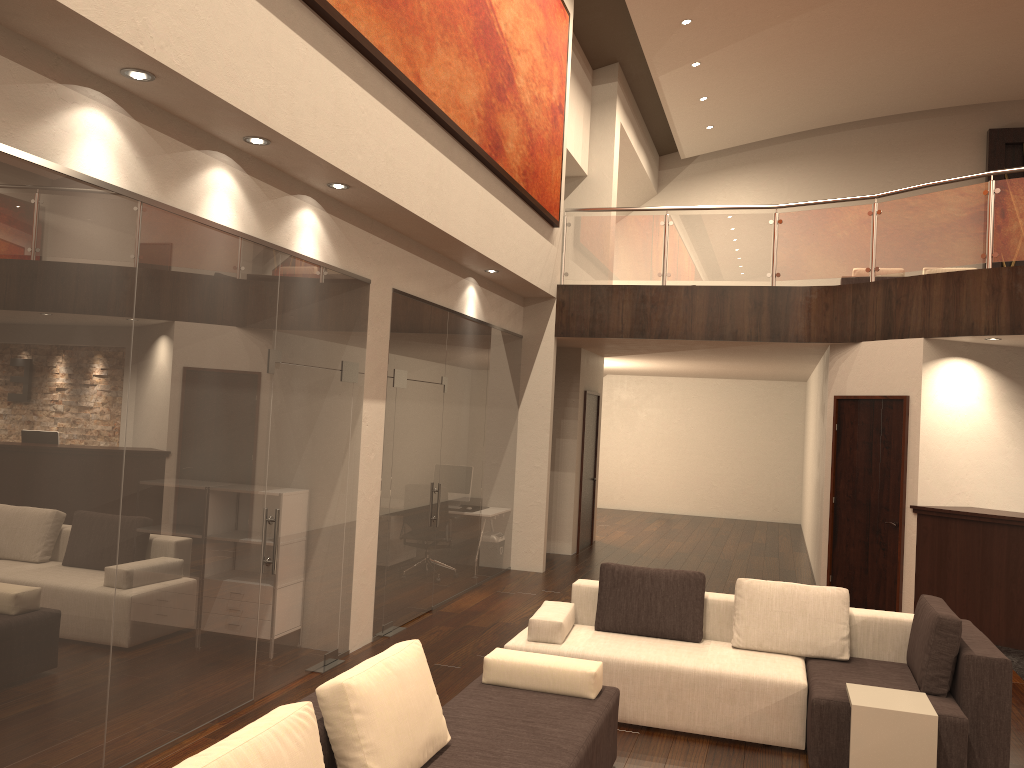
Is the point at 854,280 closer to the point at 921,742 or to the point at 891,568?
the point at 891,568

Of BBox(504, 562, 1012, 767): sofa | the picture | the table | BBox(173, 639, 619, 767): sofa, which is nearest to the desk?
BBox(504, 562, 1012, 767): sofa

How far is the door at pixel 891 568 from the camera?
8.79m

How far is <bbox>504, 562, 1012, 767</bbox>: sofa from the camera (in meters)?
4.73

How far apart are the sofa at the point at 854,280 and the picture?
5.1 meters

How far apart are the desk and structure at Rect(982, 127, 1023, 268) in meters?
10.7

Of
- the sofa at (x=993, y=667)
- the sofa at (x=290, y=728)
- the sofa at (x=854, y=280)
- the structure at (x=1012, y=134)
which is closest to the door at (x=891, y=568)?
the sofa at (x=993, y=667)

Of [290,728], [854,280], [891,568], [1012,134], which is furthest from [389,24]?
[1012,134]

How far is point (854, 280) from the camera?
12.8 meters

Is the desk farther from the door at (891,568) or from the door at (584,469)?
the door at (584,469)
